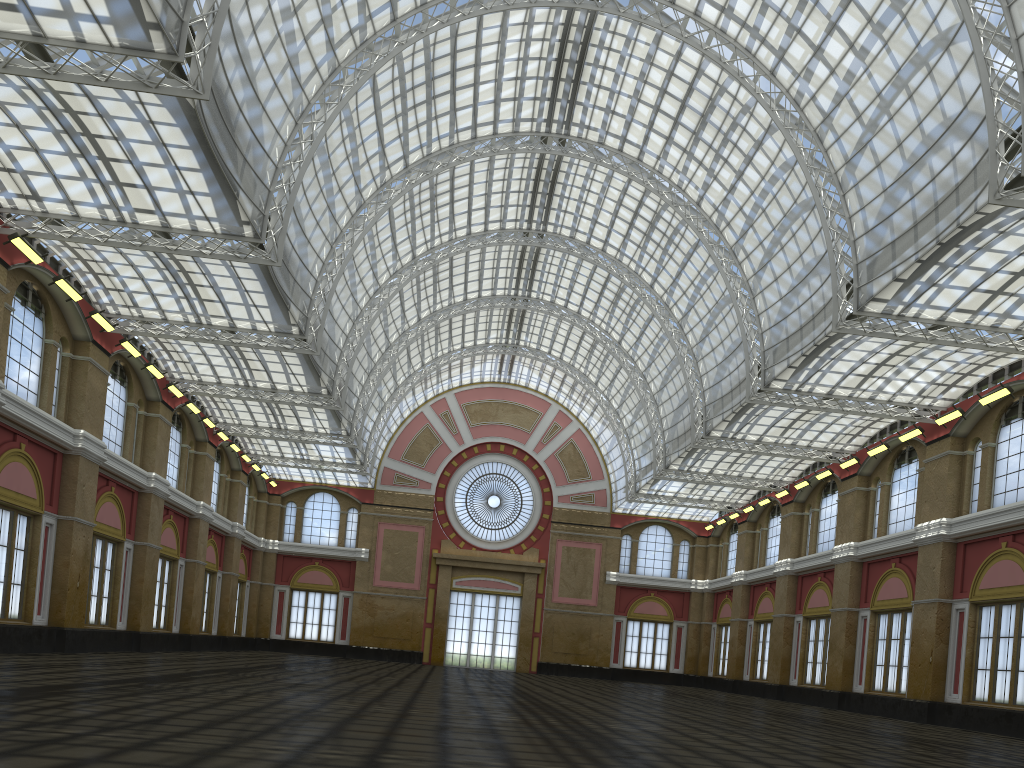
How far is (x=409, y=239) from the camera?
49.40m
